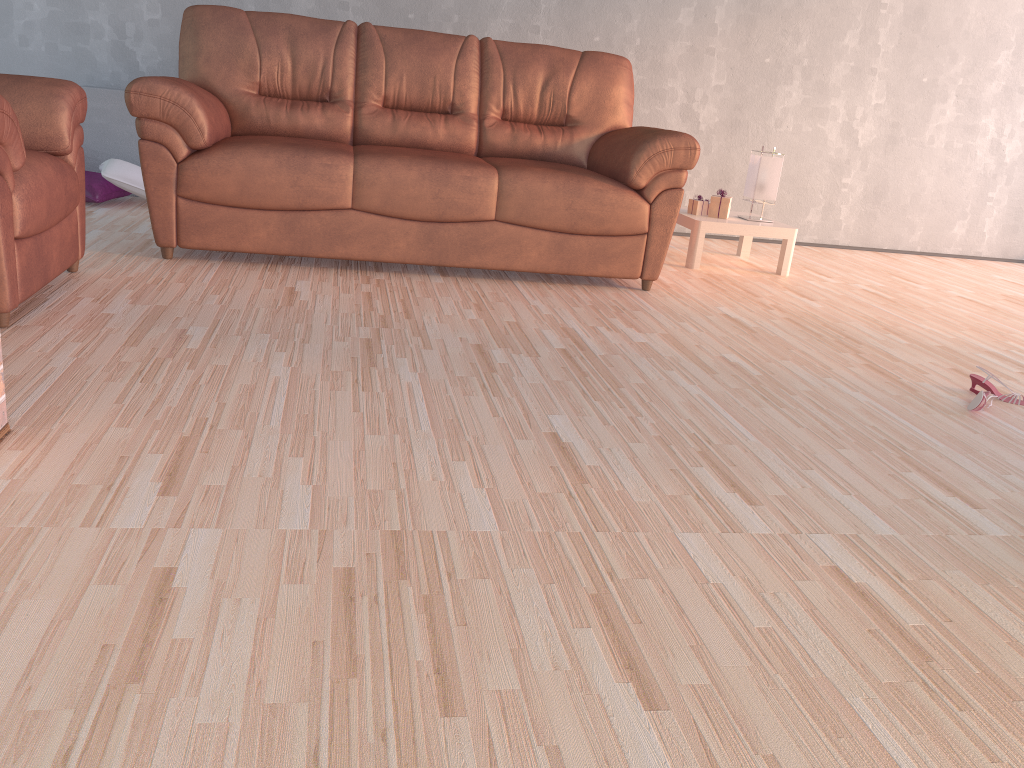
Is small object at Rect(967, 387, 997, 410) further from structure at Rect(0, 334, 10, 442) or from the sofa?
structure at Rect(0, 334, 10, 442)

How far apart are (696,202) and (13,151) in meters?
3.2 m

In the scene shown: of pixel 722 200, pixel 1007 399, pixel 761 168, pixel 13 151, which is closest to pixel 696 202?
pixel 722 200

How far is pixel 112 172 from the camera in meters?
4.3 m

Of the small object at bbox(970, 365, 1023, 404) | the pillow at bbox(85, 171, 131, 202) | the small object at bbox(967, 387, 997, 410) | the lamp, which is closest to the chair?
the pillow at bbox(85, 171, 131, 202)

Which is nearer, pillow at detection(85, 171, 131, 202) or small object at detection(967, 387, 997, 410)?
small object at detection(967, 387, 997, 410)

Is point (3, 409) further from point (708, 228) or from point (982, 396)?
point (708, 228)

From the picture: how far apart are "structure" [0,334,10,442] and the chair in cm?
73

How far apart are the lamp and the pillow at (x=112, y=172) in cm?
305

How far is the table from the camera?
4.3 meters
